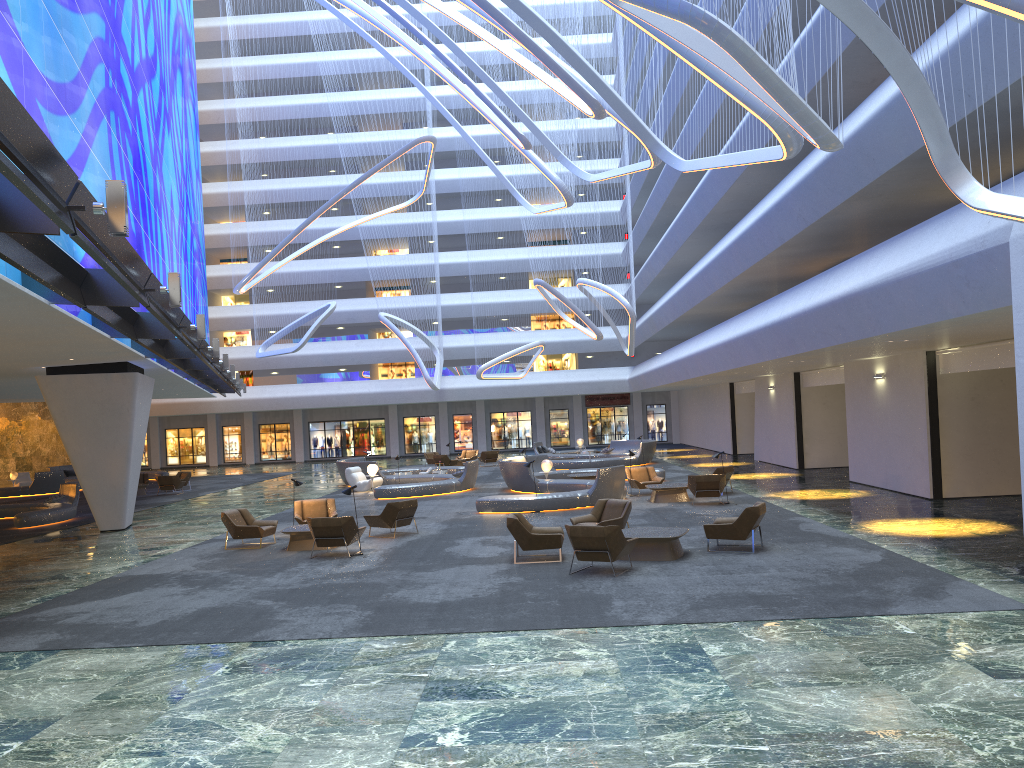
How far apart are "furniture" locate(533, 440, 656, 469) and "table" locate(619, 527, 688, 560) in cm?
2163

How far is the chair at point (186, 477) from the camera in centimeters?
3599cm

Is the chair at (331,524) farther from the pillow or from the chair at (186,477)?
the pillow

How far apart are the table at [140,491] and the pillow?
12.5m

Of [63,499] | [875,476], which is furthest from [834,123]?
[63,499]

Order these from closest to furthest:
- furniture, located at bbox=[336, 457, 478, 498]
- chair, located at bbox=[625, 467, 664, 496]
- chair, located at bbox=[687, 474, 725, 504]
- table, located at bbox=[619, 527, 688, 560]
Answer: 1. table, located at bbox=[619, 527, 688, 560]
2. chair, located at bbox=[687, 474, 725, 504]
3. chair, located at bbox=[625, 467, 664, 496]
4. furniture, located at bbox=[336, 457, 478, 498]

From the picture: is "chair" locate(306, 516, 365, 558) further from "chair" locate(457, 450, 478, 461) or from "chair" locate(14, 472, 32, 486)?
"chair" locate(14, 472, 32, 486)

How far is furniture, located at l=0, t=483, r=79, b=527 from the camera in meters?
24.0 m

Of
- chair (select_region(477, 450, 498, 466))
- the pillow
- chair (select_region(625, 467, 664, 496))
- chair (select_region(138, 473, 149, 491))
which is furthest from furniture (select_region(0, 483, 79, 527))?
chair (select_region(477, 450, 498, 466))

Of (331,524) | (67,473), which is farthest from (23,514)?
(67,473)
